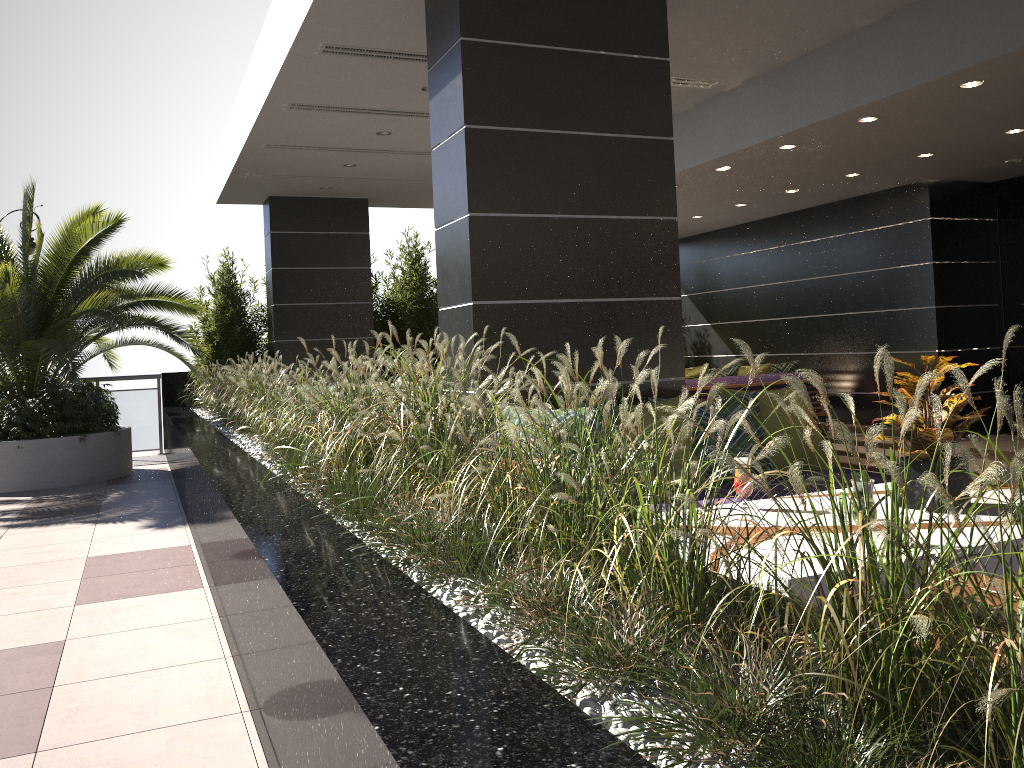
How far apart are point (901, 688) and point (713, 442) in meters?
3.3 m

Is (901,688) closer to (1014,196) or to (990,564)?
(990,564)

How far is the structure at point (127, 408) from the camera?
11.6 meters

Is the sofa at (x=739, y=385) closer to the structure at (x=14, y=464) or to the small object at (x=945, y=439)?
the structure at (x=14, y=464)

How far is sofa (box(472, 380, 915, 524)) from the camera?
4.43m

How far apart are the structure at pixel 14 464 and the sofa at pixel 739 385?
5.4 meters

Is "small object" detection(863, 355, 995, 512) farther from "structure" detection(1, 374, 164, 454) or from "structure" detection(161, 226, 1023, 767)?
"structure" detection(1, 374, 164, 454)

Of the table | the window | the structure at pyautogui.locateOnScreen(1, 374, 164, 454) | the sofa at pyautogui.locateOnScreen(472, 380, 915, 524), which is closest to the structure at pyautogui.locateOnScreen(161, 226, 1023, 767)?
the structure at pyautogui.locateOnScreen(1, 374, 164, 454)

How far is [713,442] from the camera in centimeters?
443cm

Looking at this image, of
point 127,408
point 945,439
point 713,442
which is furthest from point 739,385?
point 127,408
